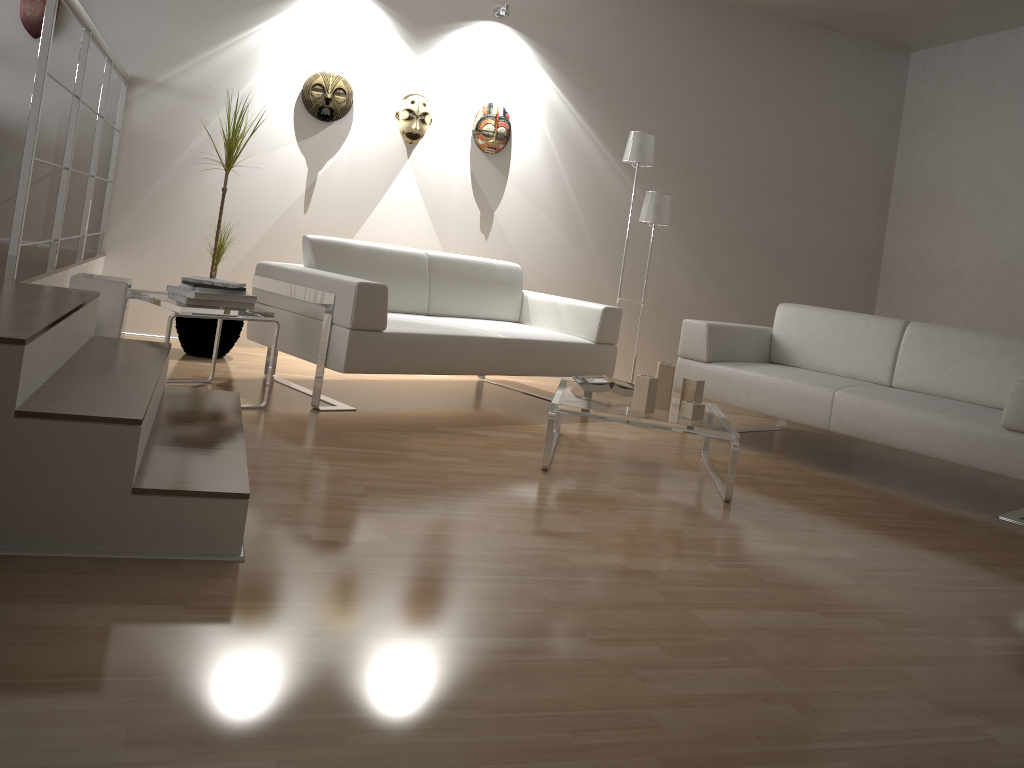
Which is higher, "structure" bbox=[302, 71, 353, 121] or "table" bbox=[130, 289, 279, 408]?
"structure" bbox=[302, 71, 353, 121]

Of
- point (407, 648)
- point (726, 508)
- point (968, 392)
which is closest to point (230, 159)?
point (726, 508)

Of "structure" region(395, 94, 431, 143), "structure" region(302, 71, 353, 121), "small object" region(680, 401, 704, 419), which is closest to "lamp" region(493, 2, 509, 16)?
"structure" region(395, 94, 431, 143)

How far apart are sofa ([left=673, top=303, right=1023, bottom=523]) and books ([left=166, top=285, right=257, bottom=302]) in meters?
2.2 m

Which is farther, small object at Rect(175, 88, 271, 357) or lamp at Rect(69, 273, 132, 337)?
small object at Rect(175, 88, 271, 357)

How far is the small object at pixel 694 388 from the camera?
3.6 meters

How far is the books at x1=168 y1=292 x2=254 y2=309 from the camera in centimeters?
346cm

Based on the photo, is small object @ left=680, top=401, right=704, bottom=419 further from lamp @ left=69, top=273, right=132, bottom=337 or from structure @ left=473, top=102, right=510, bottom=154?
structure @ left=473, top=102, right=510, bottom=154

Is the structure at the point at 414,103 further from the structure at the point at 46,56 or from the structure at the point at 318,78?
the structure at the point at 46,56

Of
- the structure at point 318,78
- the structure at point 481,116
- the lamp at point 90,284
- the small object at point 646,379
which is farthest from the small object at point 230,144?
the small object at point 646,379
